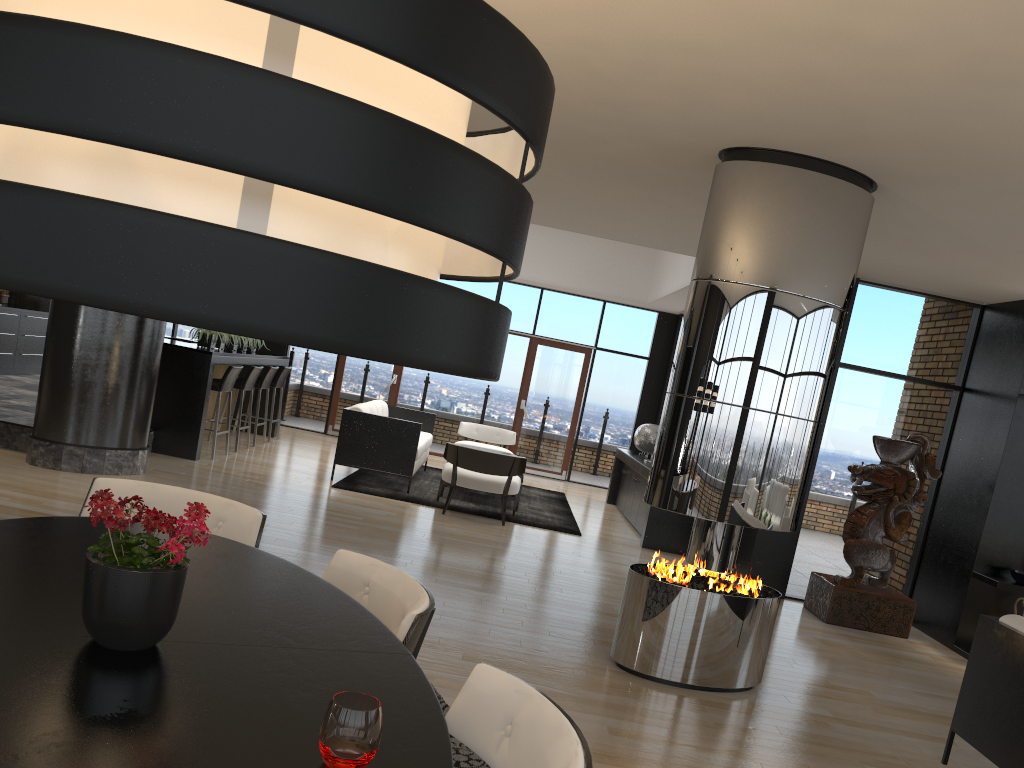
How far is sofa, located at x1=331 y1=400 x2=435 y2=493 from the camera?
9.0 meters

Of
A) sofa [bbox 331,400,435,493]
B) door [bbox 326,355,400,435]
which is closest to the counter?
sofa [bbox 331,400,435,493]

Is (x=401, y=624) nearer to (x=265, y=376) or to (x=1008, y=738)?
(x=1008, y=738)

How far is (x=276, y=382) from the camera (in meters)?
11.01

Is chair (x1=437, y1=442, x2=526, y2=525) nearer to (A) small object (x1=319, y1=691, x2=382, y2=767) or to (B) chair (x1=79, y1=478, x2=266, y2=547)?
(B) chair (x1=79, y1=478, x2=266, y2=547)

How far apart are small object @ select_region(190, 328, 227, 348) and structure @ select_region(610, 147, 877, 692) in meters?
6.0 m

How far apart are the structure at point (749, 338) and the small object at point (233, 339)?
6.5m

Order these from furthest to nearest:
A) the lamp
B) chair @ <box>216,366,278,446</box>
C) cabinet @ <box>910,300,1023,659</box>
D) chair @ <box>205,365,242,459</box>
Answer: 1. chair @ <box>216,366,278,446</box>
2. chair @ <box>205,365,242,459</box>
3. cabinet @ <box>910,300,1023,659</box>
4. the lamp

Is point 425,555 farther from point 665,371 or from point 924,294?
point 665,371

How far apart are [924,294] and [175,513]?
6.4 meters
